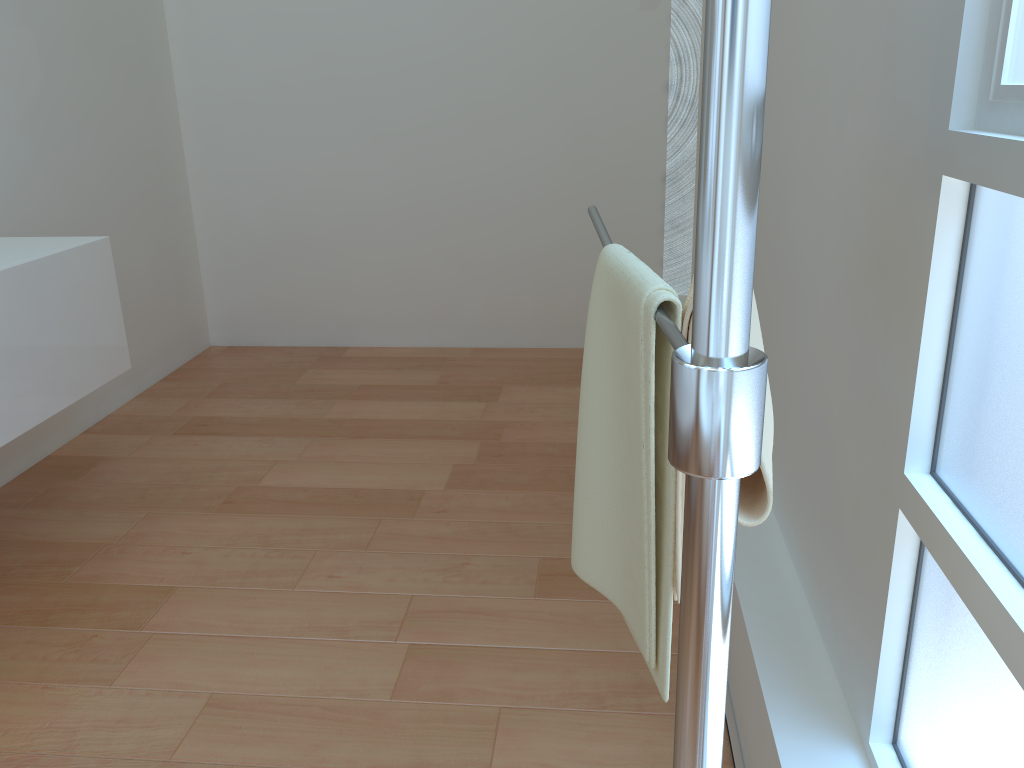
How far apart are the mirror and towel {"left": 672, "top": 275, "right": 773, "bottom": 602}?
0.34m

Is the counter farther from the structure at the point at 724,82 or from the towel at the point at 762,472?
the towel at the point at 762,472

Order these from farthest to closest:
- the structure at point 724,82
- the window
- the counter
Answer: the counter
the window
the structure at point 724,82

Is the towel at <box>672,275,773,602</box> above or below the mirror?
below

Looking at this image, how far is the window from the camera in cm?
86

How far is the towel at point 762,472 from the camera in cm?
67

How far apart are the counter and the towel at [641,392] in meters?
1.6 m

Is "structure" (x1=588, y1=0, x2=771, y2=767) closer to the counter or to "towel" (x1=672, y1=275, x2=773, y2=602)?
"towel" (x1=672, y1=275, x2=773, y2=602)

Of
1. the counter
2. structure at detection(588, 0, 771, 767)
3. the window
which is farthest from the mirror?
the counter

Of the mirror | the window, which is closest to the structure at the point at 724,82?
the mirror
